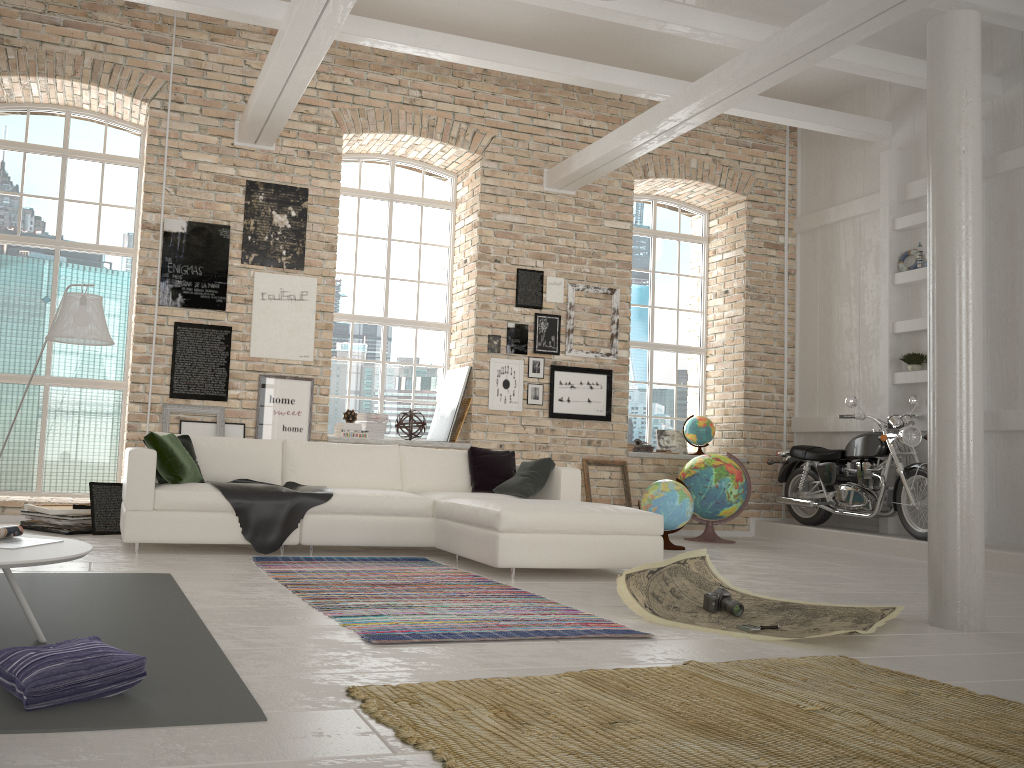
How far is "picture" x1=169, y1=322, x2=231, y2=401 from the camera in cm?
783

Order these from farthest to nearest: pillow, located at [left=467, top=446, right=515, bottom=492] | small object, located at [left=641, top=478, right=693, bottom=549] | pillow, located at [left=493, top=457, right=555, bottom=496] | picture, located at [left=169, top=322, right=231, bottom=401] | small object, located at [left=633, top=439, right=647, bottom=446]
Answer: small object, located at [left=633, top=439, right=647, bottom=446], picture, located at [left=169, top=322, right=231, bottom=401], small object, located at [left=641, top=478, right=693, bottom=549], pillow, located at [left=467, top=446, right=515, bottom=492], pillow, located at [left=493, top=457, right=555, bottom=496]

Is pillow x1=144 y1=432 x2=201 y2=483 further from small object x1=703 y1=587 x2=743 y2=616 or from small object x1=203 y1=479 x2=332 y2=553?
small object x1=703 y1=587 x2=743 y2=616

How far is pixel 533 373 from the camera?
8.9 meters

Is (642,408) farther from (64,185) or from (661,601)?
(64,185)

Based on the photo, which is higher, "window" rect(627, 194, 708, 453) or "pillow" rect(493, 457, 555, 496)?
"window" rect(627, 194, 708, 453)

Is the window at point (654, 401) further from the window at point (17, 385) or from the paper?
the window at point (17, 385)

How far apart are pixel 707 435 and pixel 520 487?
3.95m

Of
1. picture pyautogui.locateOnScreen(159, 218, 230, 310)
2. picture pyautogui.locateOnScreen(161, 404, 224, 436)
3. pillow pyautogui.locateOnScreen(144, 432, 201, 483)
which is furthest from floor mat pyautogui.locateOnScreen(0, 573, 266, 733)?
picture pyautogui.locateOnScreen(159, 218, 230, 310)

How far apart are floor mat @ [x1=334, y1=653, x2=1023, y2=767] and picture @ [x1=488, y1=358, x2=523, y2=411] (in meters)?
5.37
